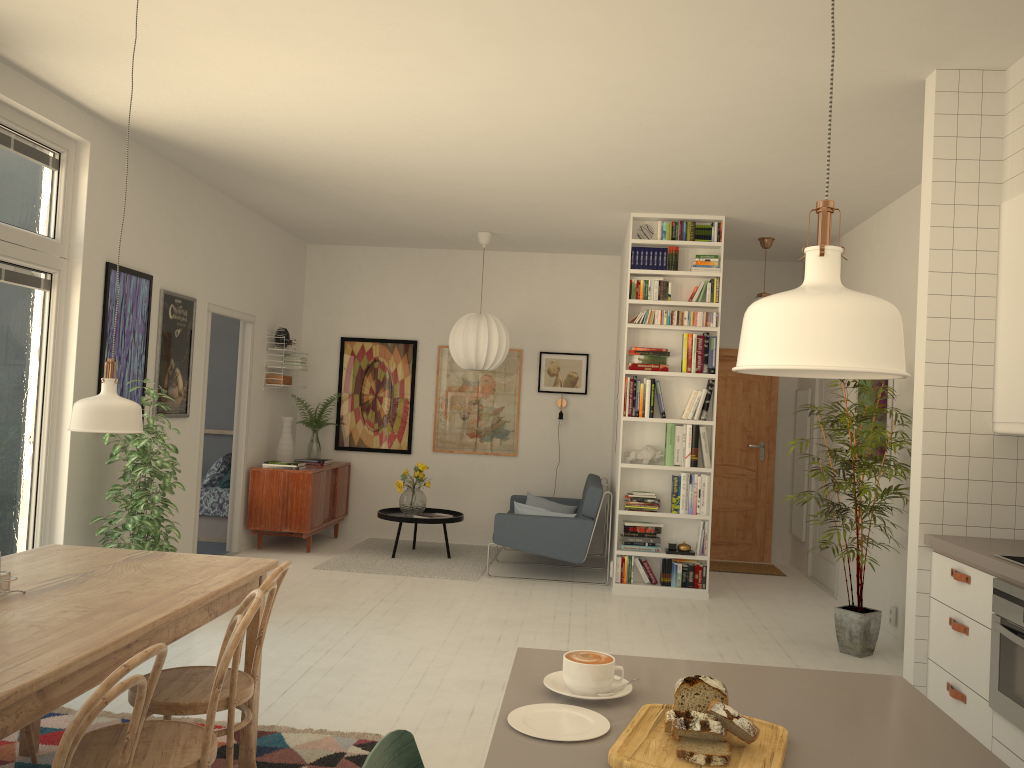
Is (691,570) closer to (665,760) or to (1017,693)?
(1017,693)

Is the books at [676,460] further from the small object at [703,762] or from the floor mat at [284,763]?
the small object at [703,762]

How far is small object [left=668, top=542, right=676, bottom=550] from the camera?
6.7m

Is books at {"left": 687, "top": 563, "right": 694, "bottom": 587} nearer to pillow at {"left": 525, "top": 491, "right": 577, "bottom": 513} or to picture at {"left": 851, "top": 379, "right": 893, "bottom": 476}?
picture at {"left": 851, "top": 379, "right": 893, "bottom": 476}

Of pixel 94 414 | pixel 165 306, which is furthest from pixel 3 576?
pixel 165 306

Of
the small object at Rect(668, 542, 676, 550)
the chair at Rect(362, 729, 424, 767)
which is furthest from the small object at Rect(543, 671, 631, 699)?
the small object at Rect(668, 542, 676, 550)

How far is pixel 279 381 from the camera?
8.0 meters

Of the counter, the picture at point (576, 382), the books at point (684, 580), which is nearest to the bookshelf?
the books at point (684, 580)

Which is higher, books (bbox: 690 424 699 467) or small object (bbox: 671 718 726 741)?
books (bbox: 690 424 699 467)

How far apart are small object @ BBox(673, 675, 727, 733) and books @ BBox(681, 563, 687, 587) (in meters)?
5.41
